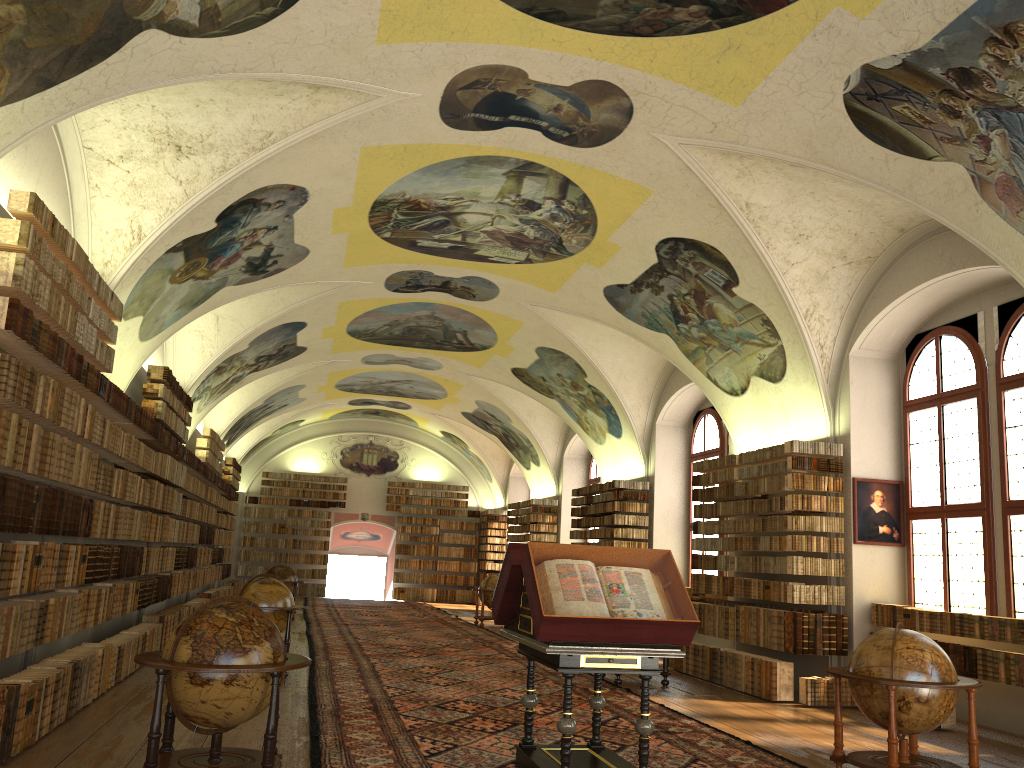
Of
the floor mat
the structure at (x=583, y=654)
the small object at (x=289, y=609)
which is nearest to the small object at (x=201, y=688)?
the floor mat

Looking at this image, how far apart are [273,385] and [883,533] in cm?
1830

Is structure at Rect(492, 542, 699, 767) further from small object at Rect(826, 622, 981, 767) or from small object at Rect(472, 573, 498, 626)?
small object at Rect(472, 573, 498, 626)

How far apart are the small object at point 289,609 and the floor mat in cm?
71

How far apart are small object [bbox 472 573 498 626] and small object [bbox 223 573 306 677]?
11.6 meters

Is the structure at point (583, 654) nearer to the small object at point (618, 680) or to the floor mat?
the floor mat

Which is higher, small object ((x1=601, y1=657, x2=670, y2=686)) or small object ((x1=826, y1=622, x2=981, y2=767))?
small object ((x1=826, y1=622, x2=981, y2=767))

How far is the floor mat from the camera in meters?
8.4 m

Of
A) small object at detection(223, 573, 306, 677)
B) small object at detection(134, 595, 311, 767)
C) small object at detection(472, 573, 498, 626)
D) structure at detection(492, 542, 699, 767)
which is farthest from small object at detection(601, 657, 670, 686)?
small object at detection(472, 573, 498, 626)

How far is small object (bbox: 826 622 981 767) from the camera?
7.45m
